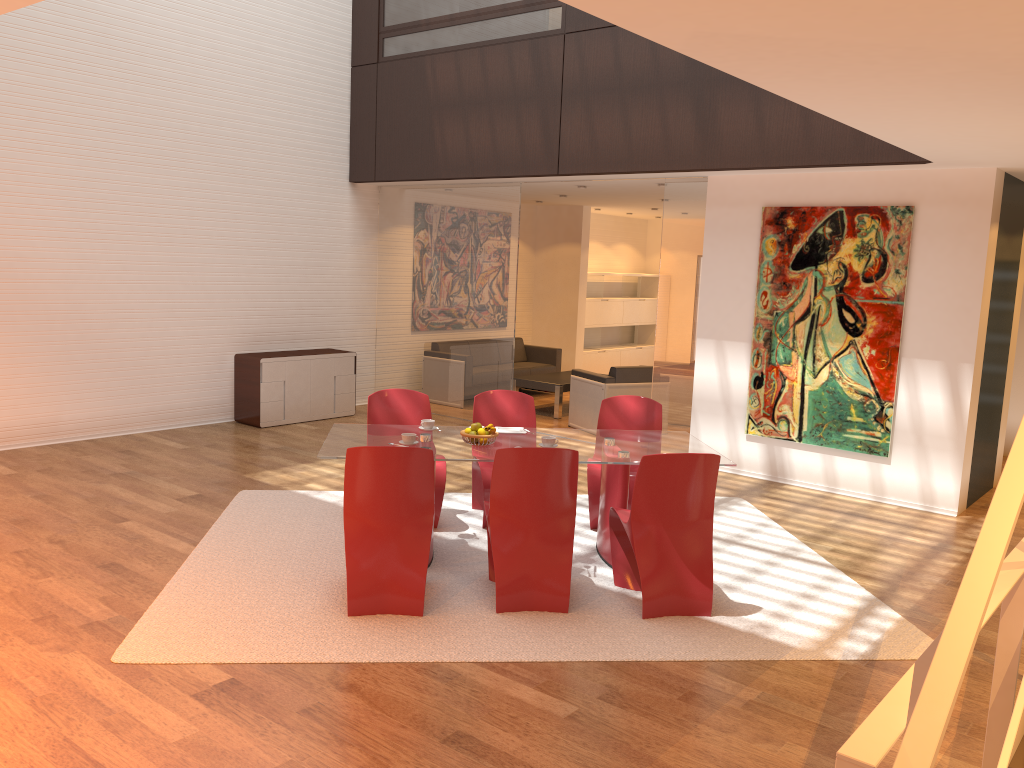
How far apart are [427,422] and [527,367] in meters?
6.4

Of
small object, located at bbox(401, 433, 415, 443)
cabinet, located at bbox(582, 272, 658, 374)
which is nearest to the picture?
small object, located at bbox(401, 433, 415, 443)

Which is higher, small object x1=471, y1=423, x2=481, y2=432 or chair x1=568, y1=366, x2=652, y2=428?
small object x1=471, y1=423, x2=481, y2=432

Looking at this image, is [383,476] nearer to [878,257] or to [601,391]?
[878,257]

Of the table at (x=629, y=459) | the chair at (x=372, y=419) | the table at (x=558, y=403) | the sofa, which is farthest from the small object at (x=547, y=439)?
the sofa

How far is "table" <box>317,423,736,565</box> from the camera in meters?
5.2 m

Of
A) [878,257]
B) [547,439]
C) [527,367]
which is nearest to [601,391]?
[527,367]

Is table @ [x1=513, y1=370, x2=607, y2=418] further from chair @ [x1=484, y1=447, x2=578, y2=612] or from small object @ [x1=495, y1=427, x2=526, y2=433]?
chair @ [x1=484, y1=447, x2=578, y2=612]

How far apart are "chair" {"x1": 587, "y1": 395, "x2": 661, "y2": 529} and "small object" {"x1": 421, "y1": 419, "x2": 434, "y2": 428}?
1.2 meters

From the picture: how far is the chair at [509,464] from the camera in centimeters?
463cm
